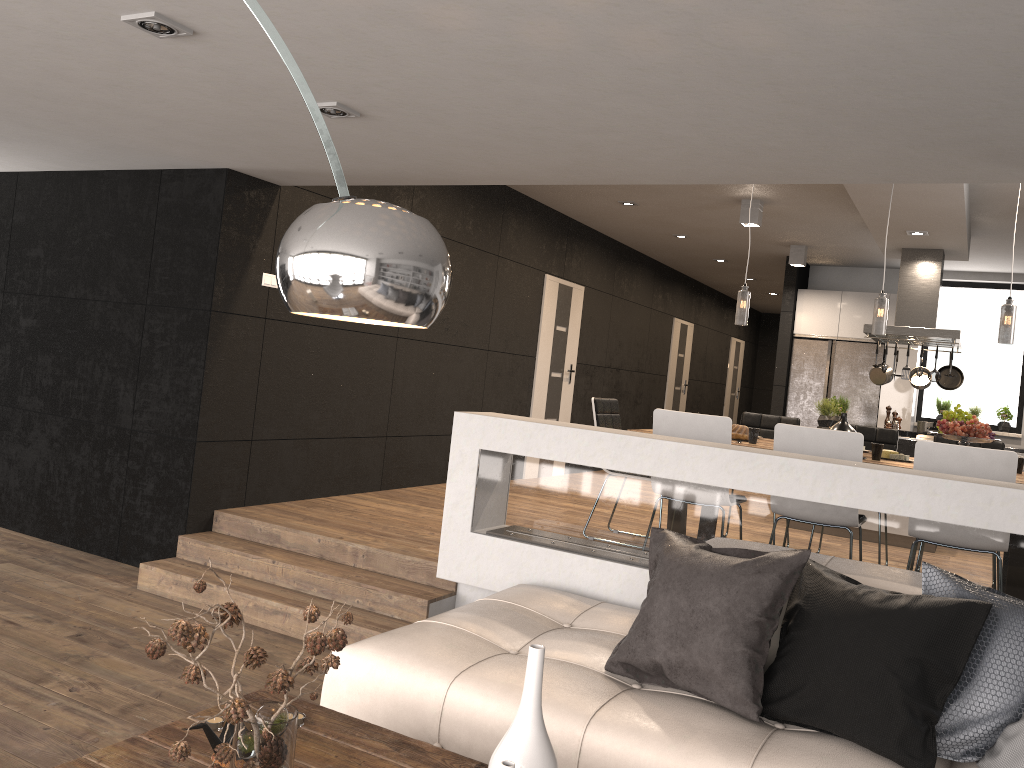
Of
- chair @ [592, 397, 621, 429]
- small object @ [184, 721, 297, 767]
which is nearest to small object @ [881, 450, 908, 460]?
chair @ [592, 397, 621, 429]

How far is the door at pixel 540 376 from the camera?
9.13m

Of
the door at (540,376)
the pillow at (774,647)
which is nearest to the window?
the door at (540,376)

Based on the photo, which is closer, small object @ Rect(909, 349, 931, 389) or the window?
small object @ Rect(909, 349, 931, 389)

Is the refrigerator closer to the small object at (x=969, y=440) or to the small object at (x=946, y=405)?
the small object at (x=946, y=405)

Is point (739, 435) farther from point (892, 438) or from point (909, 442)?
point (909, 442)

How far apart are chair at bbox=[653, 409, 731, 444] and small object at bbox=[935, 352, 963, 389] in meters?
4.7

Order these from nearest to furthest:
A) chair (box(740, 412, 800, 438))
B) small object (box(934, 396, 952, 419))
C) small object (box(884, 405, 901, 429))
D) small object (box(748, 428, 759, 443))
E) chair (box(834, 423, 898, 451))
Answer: small object (box(748, 428, 759, 443)), chair (box(834, 423, 898, 451)), chair (box(740, 412, 800, 438)), small object (box(884, 405, 901, 429)), small object (box(934, 396, 952, 419))

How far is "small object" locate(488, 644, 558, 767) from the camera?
1.9 meters

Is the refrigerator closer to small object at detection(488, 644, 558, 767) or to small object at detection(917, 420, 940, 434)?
small object at detection(917, 420, 940, 434)
